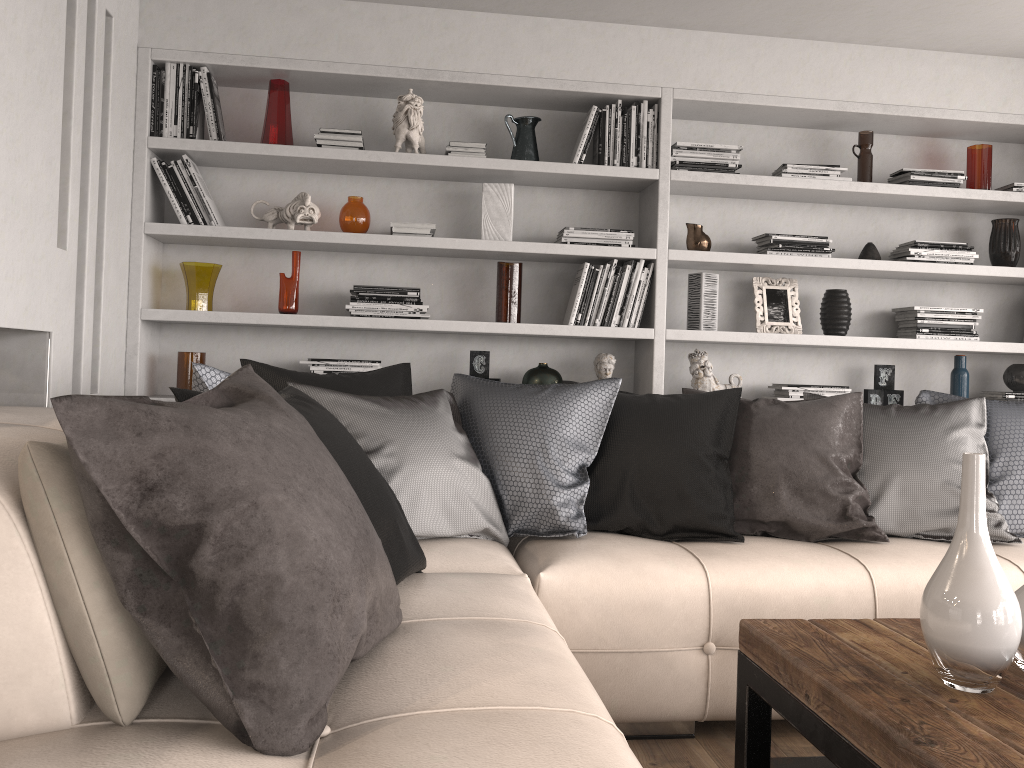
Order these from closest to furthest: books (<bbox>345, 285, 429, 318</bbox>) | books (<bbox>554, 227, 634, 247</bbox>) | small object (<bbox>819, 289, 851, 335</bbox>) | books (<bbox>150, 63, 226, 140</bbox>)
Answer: → books (<bbox>150, 63, 226, 140</bbox>) < books (<bbox>345, 285, 429, 318</bbox>) < books (<bbox>554, 227, 634, 247</bbox>) < small object (<bbox>819, 289, 851, 335</bbox>)

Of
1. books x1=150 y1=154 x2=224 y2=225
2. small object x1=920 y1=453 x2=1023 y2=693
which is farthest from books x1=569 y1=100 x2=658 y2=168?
small object x1=920 y1=453 x2=1023 y2=693

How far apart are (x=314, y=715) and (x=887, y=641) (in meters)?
1.18

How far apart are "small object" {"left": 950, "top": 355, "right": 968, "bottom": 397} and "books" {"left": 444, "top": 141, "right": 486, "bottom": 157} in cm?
235

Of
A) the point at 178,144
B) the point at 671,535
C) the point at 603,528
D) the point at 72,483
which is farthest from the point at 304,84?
the point at 72,483

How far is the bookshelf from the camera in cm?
350

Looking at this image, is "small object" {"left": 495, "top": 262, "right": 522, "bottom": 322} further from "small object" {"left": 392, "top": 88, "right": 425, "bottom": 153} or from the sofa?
the sofa

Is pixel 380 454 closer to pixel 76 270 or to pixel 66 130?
pixel 76 270

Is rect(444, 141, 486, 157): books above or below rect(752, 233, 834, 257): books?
above

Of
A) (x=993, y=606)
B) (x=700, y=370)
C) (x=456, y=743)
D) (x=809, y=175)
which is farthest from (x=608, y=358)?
(x=456, y=743)
